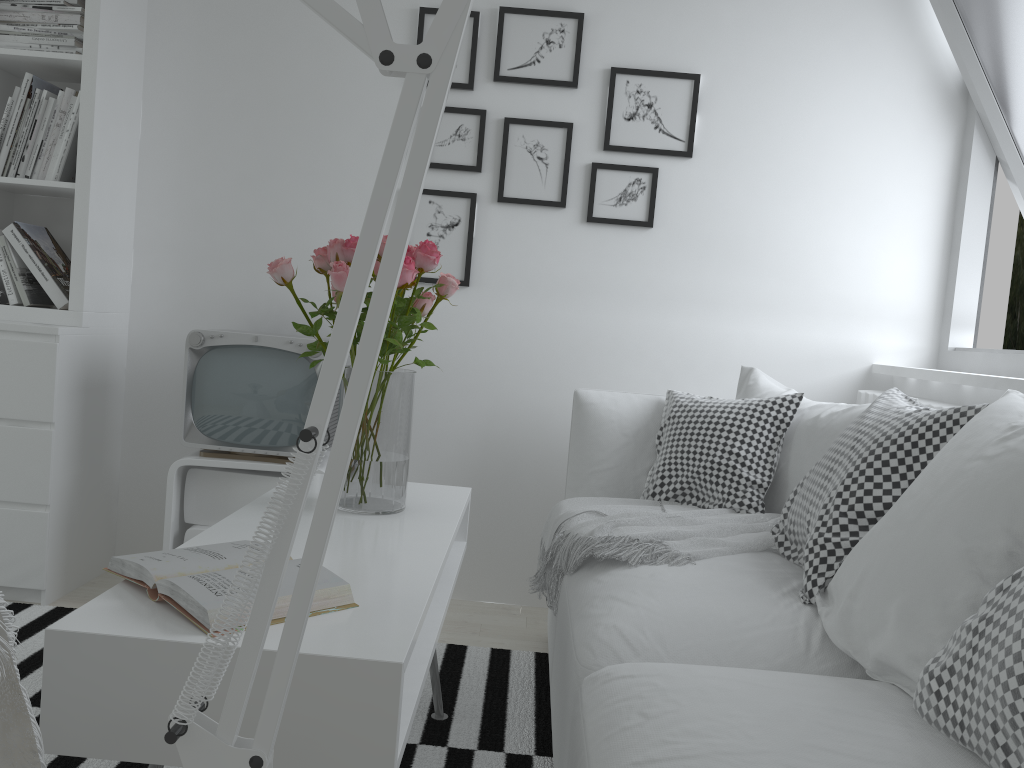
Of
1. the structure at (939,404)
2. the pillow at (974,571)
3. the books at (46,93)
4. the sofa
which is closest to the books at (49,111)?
the books at (46,93)

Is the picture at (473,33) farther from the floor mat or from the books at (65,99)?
the floor mat

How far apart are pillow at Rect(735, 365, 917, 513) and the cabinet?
1.3m

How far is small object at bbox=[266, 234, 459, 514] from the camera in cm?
183

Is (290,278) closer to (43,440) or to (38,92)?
(43,440)

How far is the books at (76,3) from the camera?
2.7 meters

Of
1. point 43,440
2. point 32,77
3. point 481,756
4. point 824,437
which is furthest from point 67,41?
point 824,437

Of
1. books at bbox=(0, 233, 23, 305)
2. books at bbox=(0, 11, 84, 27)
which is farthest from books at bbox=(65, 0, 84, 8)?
books at bbox=(0, 233, 23, 305)

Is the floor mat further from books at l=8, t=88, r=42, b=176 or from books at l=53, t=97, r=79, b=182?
books at l=8, t=88, r=42, b=176

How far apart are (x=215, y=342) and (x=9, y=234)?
0.7m
